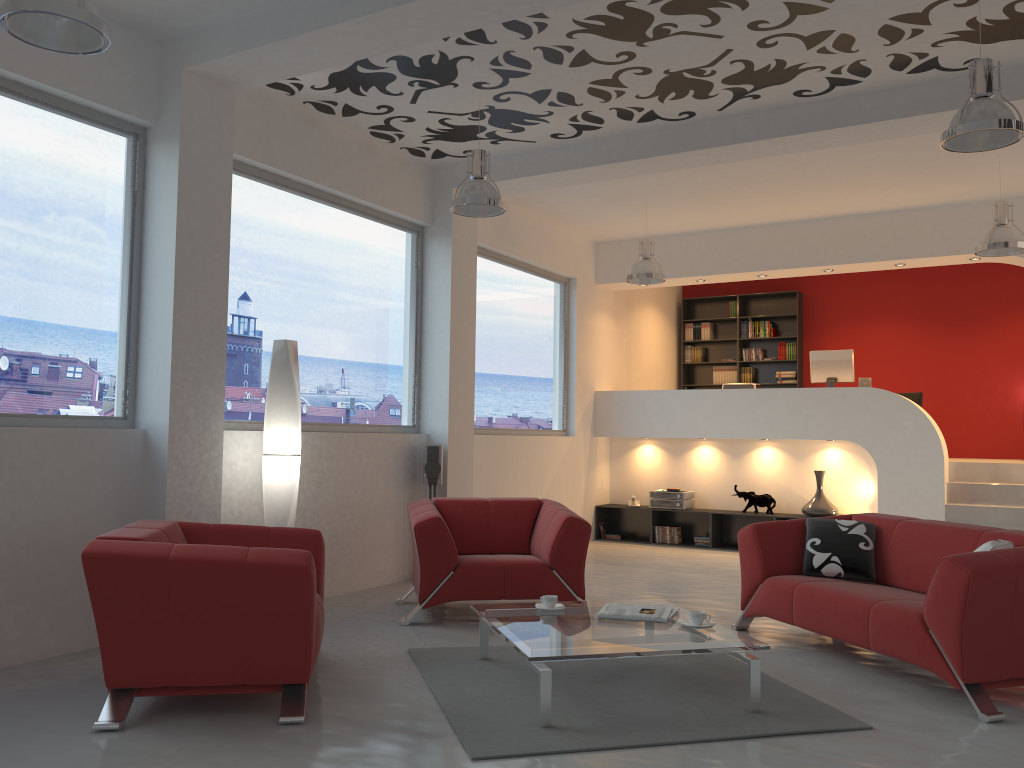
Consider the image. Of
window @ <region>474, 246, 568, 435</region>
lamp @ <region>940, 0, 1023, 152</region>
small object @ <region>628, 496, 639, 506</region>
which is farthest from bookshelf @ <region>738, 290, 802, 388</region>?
lamp @ <region>940, 0, 1023, 152</region>

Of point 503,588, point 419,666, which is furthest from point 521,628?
point 503,588

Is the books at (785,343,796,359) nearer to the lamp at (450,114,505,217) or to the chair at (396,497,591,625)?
the chair at (396,497,591,625)

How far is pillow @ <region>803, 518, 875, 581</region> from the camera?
5.1m

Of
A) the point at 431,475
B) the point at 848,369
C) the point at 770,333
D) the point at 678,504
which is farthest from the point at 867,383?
the point at 431,475

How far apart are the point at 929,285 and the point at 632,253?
4.1m

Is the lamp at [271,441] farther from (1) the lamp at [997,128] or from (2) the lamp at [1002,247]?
(2) the lamp at [1002,247]

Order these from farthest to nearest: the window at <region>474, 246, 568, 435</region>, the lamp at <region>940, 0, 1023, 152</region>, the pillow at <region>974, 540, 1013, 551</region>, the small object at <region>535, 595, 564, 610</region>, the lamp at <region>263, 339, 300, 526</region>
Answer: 1. the window at <region>474, 246, 568, 435</region>
2. the lamp at <region>263, 339, 300, 526</region>
3. the small object at <region>535, 595, 564, 610</region>
4. the lamp at <region>940, 0, 1023, 152</region>
5. the pillow at <region>974, 540, 1013, 551</region>

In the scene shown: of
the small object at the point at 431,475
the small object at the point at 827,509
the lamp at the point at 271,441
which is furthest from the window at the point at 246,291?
the small object at the point at 827,509

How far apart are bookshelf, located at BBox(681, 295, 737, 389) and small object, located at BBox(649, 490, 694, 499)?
2.8m
